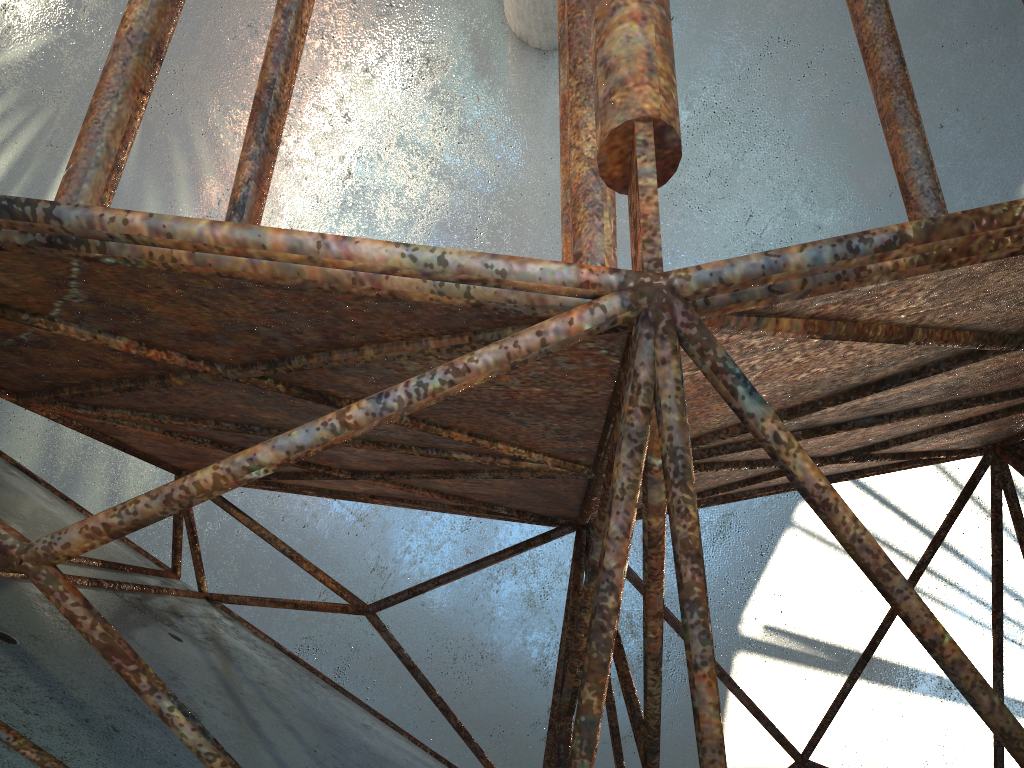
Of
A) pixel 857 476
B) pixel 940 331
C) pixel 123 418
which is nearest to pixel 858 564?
pixel 940 331
